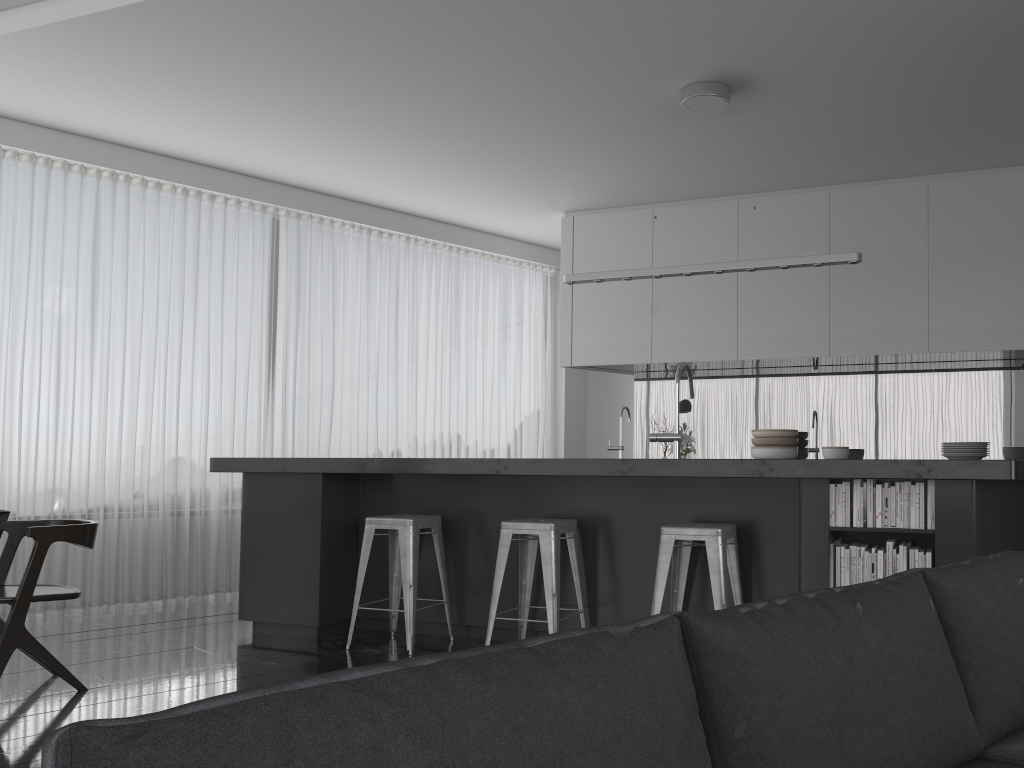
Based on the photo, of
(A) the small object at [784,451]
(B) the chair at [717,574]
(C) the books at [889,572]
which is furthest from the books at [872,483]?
(A) the small object at [784,451]

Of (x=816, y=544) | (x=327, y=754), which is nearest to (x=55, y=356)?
(x=816, y=544)

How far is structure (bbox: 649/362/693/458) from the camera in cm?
475

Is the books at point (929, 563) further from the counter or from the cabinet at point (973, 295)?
the cabinet at point (973, 295)

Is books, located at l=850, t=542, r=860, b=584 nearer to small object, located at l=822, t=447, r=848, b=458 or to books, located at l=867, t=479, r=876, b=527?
books, located at l=867, t=479, r=876, b=527

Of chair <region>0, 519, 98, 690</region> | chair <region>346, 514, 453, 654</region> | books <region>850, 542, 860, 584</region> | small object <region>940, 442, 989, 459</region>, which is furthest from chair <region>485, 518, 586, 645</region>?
small object <region>940, 442, 989, 459</region>

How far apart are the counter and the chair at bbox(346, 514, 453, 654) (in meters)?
0.24

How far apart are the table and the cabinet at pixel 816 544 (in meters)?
1.19

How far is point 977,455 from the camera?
4.29m

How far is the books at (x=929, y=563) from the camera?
3.3 meters
